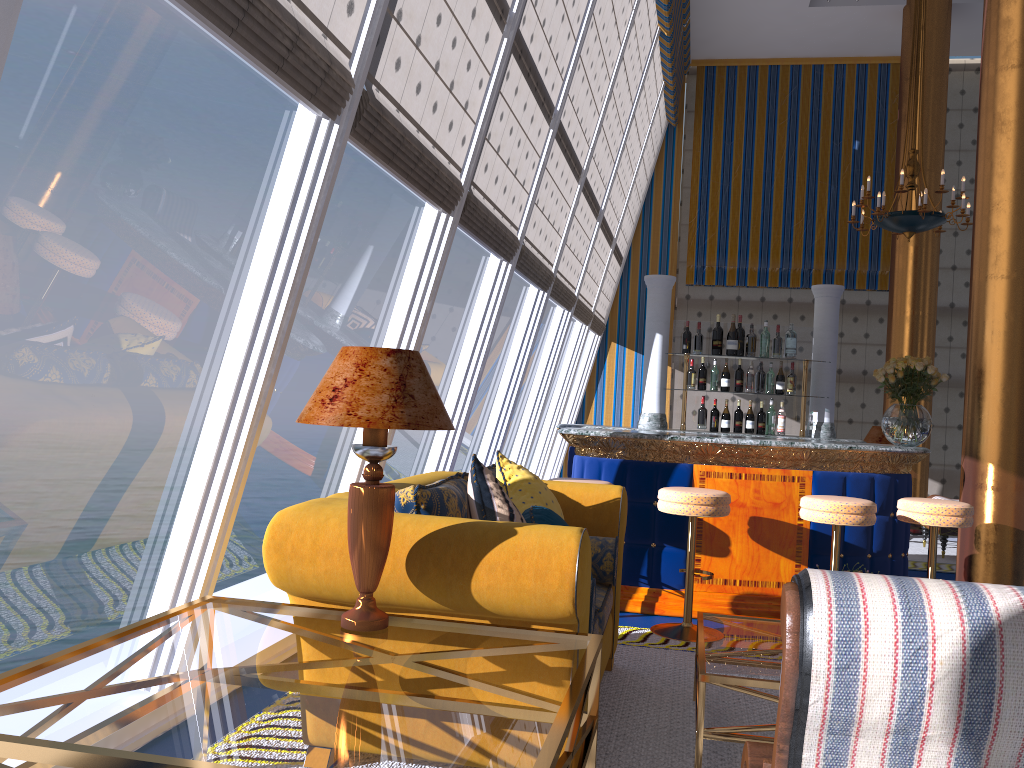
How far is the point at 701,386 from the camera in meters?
6.4

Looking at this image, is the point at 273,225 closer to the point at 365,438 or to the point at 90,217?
the point at 365,438

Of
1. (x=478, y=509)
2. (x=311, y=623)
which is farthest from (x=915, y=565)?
(x=311, y=623)

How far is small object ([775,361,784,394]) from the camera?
6.4 meters

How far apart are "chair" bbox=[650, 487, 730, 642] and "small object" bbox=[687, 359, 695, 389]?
1.8m

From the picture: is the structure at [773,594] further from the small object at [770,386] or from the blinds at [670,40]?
the blinds at [670,40]

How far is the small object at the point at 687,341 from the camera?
6.48m

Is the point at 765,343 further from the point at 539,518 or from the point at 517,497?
the point at 539,518

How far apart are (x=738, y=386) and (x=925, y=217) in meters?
3.1

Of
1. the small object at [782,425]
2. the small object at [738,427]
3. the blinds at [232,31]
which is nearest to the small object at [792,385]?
the small object at [782,425]
